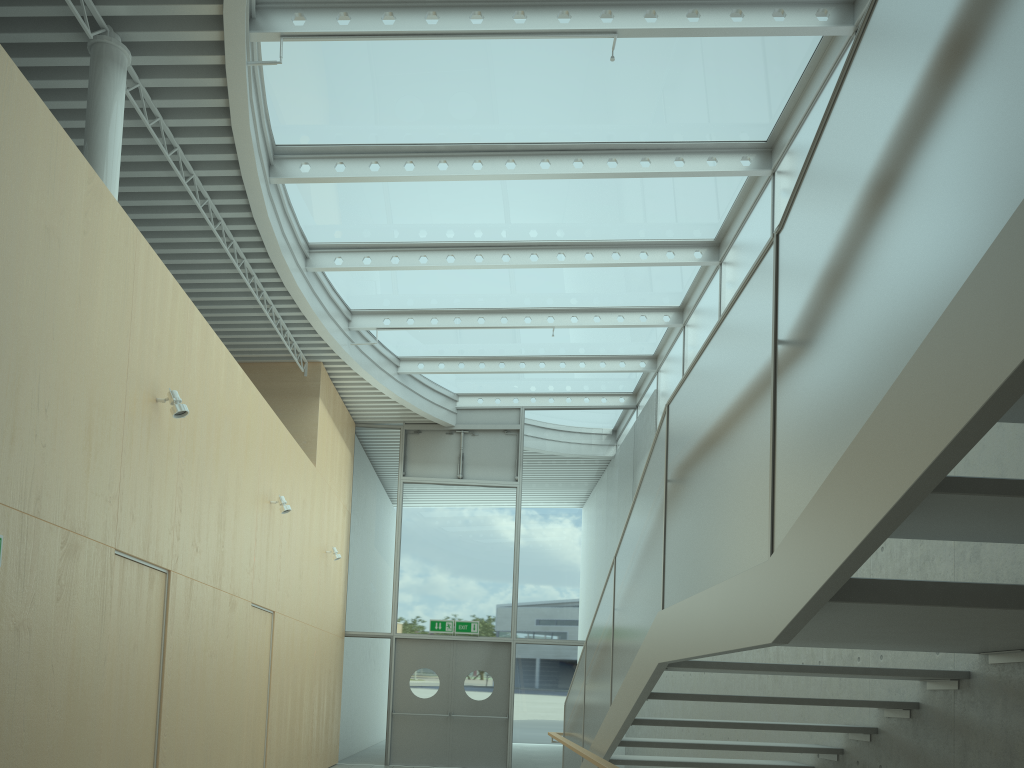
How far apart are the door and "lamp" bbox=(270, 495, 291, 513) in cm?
536

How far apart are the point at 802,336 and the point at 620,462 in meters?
12.3

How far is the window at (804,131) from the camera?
7.6m

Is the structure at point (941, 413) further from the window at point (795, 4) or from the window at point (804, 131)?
the window at point (804, 131)

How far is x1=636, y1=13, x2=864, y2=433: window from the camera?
7.6m

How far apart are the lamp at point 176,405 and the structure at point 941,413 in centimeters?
318cm

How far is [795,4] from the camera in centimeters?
670cm

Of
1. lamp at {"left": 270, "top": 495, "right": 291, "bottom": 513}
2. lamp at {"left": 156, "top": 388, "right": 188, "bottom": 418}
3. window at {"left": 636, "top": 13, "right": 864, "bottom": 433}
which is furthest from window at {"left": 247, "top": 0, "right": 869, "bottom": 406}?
lamp at {"left": 270, "top": 495, "right": 291, "bottom": 513}

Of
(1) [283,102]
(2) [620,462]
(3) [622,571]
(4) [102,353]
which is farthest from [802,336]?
(2) [620,462]

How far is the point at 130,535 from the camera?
5.5m
